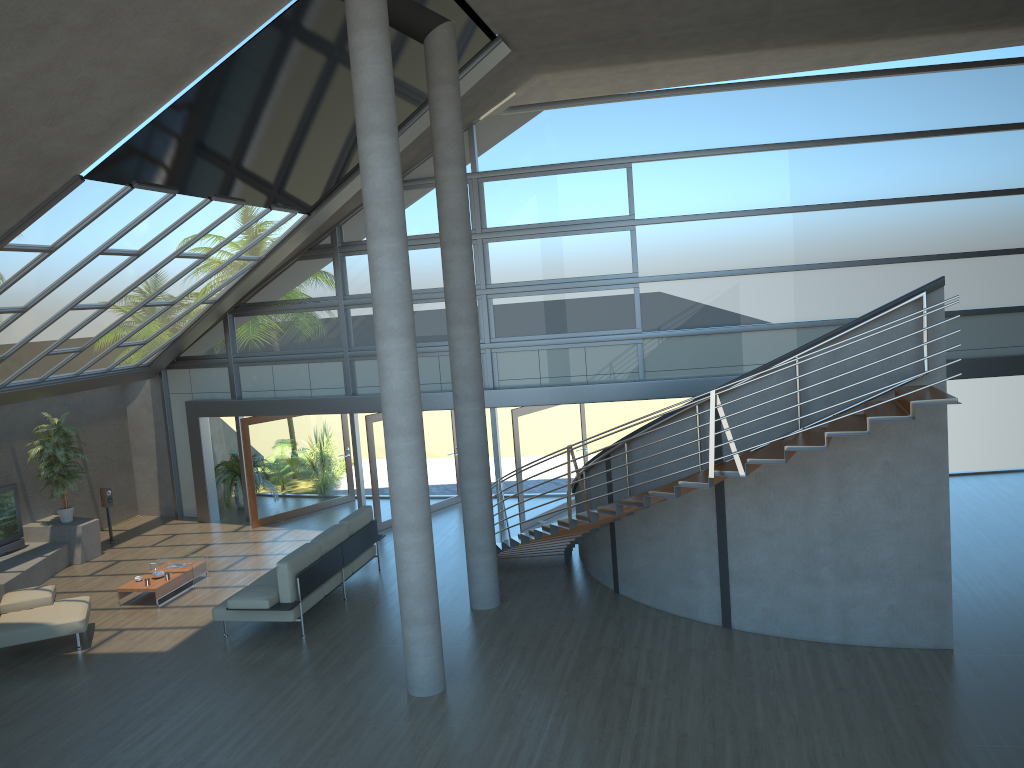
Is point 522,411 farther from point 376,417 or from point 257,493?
point 257,493

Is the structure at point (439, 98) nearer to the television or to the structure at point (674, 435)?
the structure at point (674, 435)

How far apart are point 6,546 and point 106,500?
1.87m

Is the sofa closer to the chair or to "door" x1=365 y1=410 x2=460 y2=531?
the chair

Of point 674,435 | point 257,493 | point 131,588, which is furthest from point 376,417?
point 674,435

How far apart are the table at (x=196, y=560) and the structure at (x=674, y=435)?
4.51m

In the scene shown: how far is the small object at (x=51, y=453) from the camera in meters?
14.2

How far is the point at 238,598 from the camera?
10.20m

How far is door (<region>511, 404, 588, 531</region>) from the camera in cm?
1424

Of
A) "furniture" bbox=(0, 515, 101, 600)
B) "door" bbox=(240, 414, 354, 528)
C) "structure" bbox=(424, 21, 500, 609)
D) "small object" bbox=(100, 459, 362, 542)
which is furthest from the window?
"structure" bbox=(424, 21, 500, 609)
